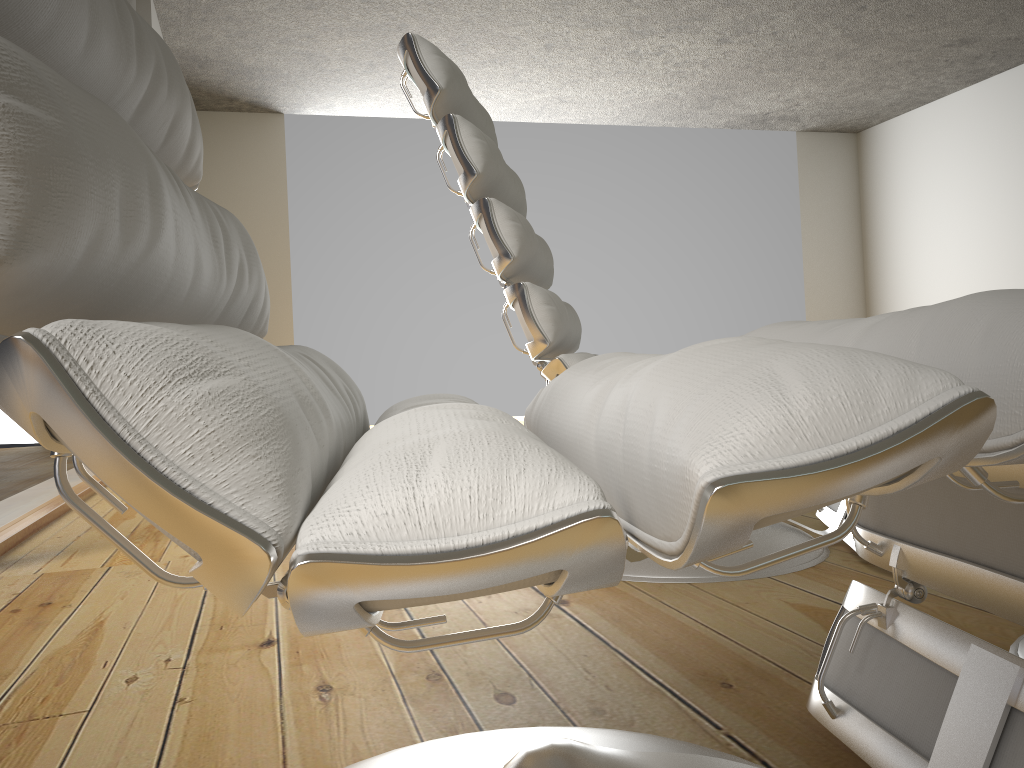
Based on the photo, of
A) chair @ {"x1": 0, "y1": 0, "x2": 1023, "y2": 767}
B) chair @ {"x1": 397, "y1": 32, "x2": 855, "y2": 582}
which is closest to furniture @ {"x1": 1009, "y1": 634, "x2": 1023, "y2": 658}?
chair @ {"x1": 0, "y1": 0, "x2": 1023, "y2": 767}

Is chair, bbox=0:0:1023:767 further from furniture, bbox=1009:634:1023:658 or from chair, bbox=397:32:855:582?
chair, bbox=397:32:855:582

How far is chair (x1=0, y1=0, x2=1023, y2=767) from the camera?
0.3m

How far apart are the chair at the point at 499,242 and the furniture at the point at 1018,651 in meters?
0.4

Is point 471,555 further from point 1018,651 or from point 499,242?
point 499,242

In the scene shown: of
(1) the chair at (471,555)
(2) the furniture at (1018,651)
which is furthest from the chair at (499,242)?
(1) the chair at (471,555)

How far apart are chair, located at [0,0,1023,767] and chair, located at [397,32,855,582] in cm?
58

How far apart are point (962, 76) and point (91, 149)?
7.60m

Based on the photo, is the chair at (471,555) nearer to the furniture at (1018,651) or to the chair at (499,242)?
the furniture at (1018,651)

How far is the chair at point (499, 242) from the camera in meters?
1.5
